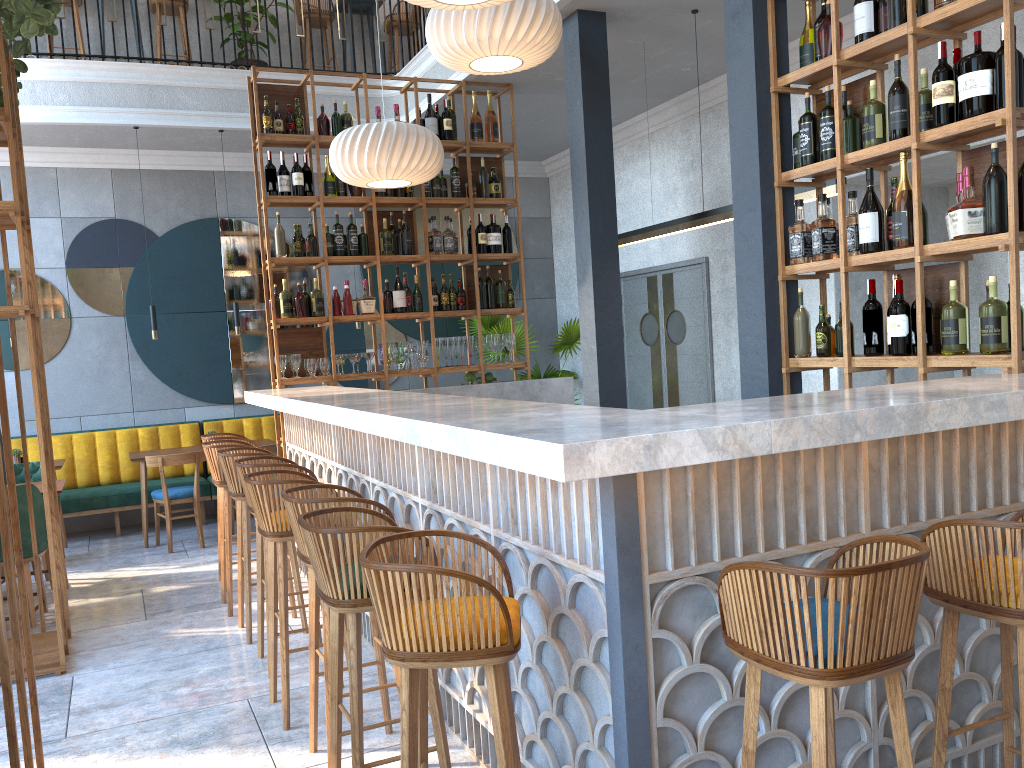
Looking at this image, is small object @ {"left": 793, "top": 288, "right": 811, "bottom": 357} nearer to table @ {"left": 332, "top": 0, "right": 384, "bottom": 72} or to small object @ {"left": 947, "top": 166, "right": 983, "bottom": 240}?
small object @ {"left": 947, "top": 166, "right": 983, "bottom": 240}

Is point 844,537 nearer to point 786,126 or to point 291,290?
point 786,126

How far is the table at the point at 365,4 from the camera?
8.9 meters

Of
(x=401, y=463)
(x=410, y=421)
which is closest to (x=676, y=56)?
(x=401, y=463)

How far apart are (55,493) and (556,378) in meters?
3.6

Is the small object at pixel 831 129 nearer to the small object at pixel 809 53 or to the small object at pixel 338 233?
the small object at pixel 809 53

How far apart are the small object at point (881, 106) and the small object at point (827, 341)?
0.7 meters

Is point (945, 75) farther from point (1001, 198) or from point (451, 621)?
point (451, 621)

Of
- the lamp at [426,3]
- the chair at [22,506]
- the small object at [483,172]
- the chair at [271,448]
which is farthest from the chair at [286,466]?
the small object at [483,172]

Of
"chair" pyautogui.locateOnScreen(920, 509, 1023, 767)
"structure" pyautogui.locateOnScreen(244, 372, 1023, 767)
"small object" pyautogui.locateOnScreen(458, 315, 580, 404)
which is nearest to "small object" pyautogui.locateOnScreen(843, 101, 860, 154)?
"structure" pyautogui.locateOnScreen(244, 372, 1023, 767)
